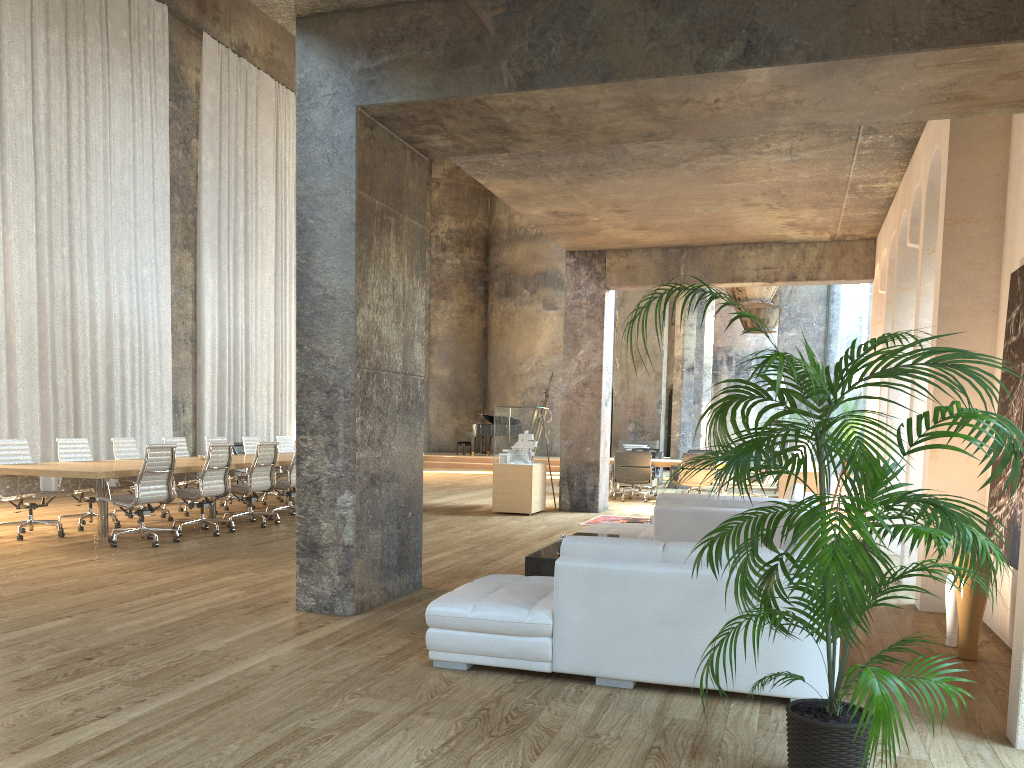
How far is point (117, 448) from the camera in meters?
10.8 m

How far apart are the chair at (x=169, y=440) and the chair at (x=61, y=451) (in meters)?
1.33

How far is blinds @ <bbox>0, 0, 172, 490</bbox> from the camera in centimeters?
1344cm

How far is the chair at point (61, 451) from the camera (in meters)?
9.98

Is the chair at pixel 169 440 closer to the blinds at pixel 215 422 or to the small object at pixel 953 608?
the blinds at pixel 215 422

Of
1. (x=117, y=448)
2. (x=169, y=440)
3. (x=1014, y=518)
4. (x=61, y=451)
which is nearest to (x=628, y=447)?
(x=169, y=440)

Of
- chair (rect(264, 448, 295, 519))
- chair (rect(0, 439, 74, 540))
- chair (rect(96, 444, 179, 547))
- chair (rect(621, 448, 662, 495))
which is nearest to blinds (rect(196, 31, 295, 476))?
chair (rect(264, 448, 295, 519))

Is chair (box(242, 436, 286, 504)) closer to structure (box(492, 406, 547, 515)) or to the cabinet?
structure (box(492, 406, 547, 515))

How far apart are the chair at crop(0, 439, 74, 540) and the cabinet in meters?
5.6

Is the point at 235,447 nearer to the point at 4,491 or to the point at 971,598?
the point at 4,491
